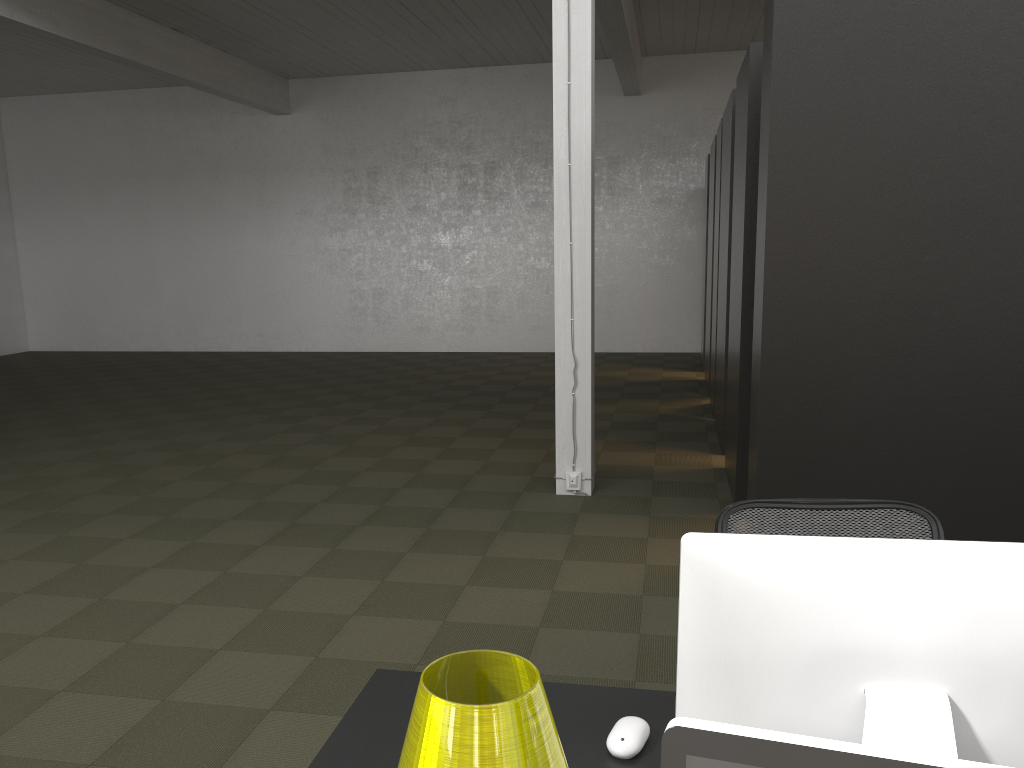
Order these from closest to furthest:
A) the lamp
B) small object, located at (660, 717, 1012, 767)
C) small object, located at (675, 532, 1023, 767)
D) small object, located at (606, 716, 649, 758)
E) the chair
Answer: small object, located at (660, 717, 1012, 767), the lamp, small object, located at (675, 532, 1023, 767), small object, located at (606, 716, 649, 758), the chair

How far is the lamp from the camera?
1.0 meters

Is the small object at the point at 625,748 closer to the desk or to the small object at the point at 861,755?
the desk

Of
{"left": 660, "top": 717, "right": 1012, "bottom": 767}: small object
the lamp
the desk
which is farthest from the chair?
{"left": 660, "top": 717, "right": 1012, "bottom": 767}: small object

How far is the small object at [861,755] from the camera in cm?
73

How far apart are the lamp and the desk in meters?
0.5

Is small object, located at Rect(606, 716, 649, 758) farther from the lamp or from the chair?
the chair

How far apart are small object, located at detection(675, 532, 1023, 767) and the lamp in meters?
0.3

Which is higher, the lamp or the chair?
the lamp

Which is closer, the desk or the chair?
the desk
